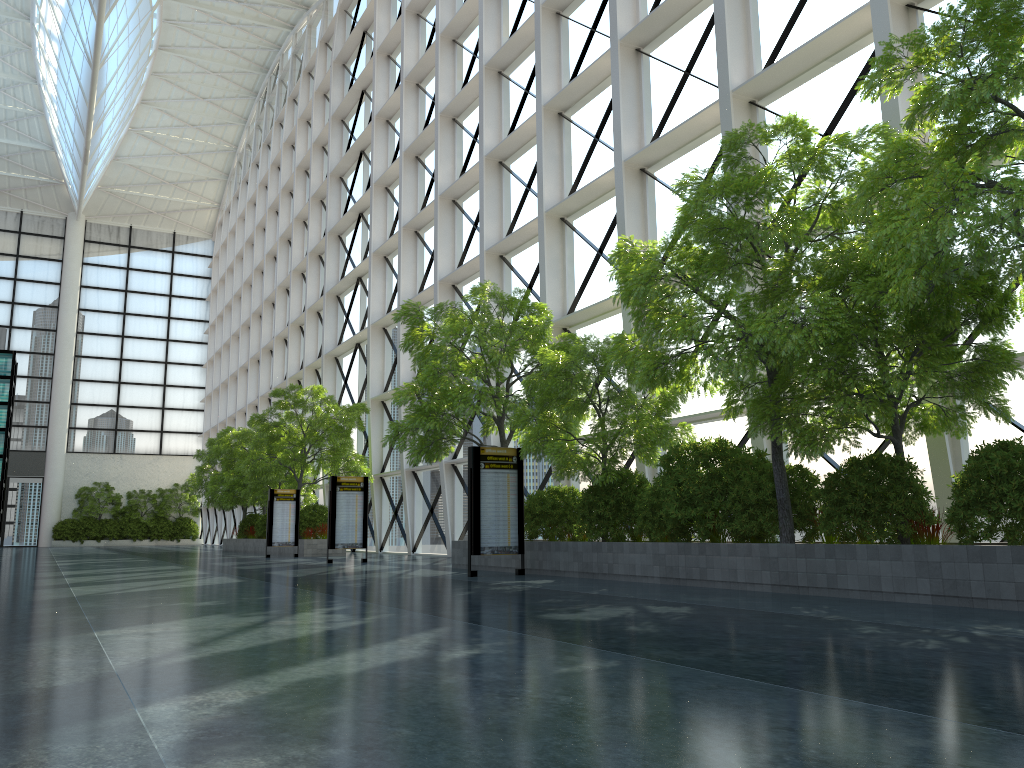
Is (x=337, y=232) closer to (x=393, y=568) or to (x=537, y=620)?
(x=393, y=568)

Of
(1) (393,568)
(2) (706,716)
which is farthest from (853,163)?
(1) (393,568)
